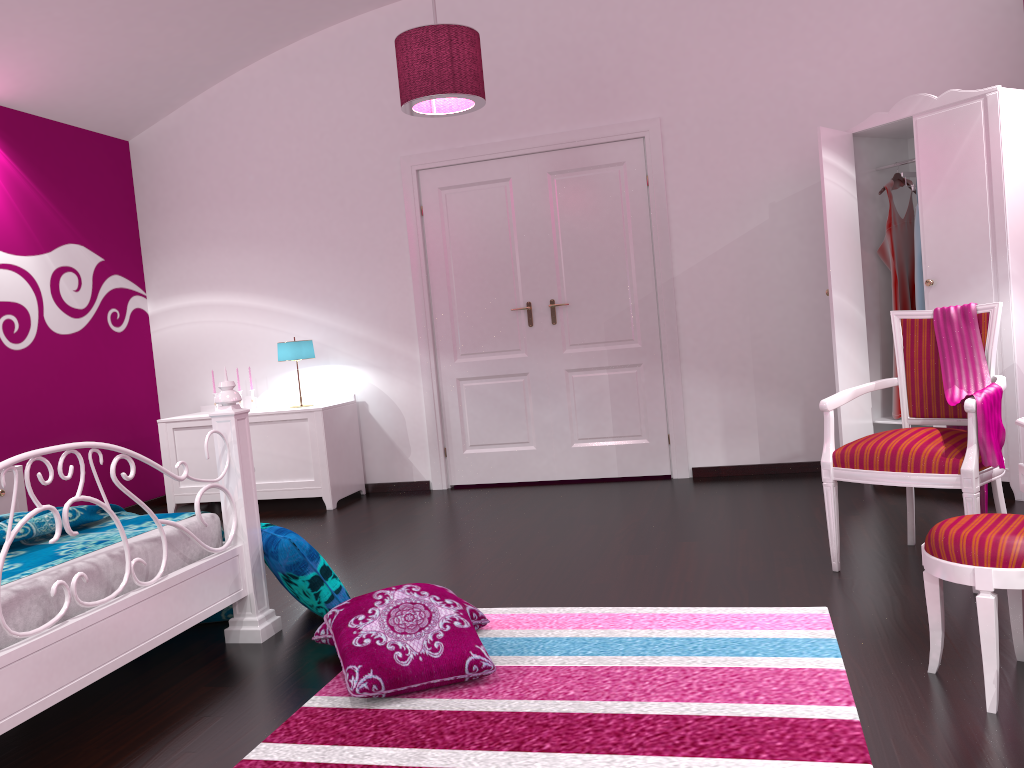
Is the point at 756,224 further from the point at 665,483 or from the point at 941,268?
the point at 665,483

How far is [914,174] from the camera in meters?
4.4 m

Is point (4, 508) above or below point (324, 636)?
above

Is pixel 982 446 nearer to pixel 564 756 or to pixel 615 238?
pixel 564 756

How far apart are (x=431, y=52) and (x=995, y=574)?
2.9m

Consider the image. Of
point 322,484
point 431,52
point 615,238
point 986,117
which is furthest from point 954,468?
point 322,484

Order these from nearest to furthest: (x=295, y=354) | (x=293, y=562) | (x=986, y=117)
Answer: (x=293, y=562)
(x=986, y=117)
(x=295, y=354)

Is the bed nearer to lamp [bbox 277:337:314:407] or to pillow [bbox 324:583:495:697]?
pillow [bbox 324:583:495:697]

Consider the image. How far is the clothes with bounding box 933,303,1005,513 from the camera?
2.7 meters

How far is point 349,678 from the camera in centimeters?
233cm
